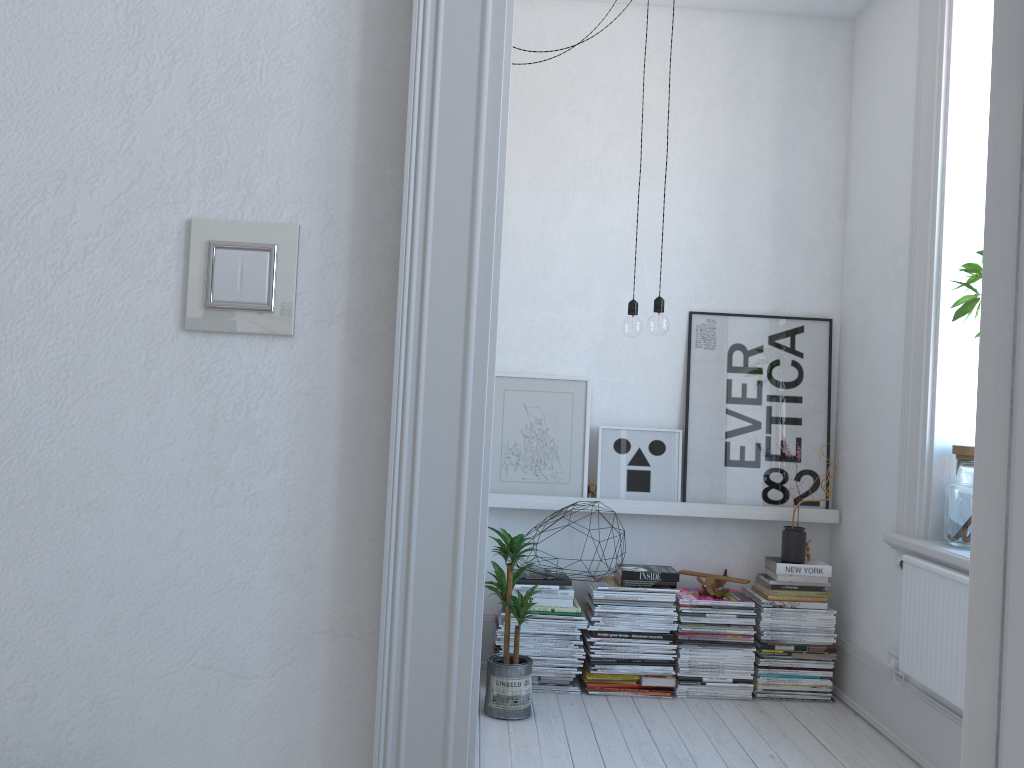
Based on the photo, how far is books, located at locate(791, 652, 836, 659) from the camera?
3.6m

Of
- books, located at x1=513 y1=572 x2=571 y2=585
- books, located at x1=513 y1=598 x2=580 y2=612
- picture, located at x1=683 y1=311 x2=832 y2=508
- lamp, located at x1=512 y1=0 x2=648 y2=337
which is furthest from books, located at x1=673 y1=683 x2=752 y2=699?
lamp, located at x1=512 y1=0 x2=648 y2=337

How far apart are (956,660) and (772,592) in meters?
1.0 m

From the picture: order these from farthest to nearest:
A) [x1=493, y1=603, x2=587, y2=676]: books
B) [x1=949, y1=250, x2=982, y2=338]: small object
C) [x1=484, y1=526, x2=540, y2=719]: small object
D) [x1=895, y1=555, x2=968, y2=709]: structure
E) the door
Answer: [x1=493, y1=603, x2=587, y2=676]: books → [x1=484, y1=526, x2=540, y2=719]: small object → [x1=949, y1=250, x2=982, y2=338]: small object → [x1=895, y1=555, x2=968, y2=709]: structure → the door

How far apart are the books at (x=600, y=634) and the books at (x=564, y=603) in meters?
0.2 m

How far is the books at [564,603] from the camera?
3.6 meters

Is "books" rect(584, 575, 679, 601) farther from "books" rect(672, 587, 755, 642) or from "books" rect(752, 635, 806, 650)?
"books" rect(752, 635, 806, 650)

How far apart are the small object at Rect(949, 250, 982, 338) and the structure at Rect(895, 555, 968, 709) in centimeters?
82cm

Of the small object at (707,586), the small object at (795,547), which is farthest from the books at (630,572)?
the small object at (795,547)

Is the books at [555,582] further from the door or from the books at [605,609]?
the door
